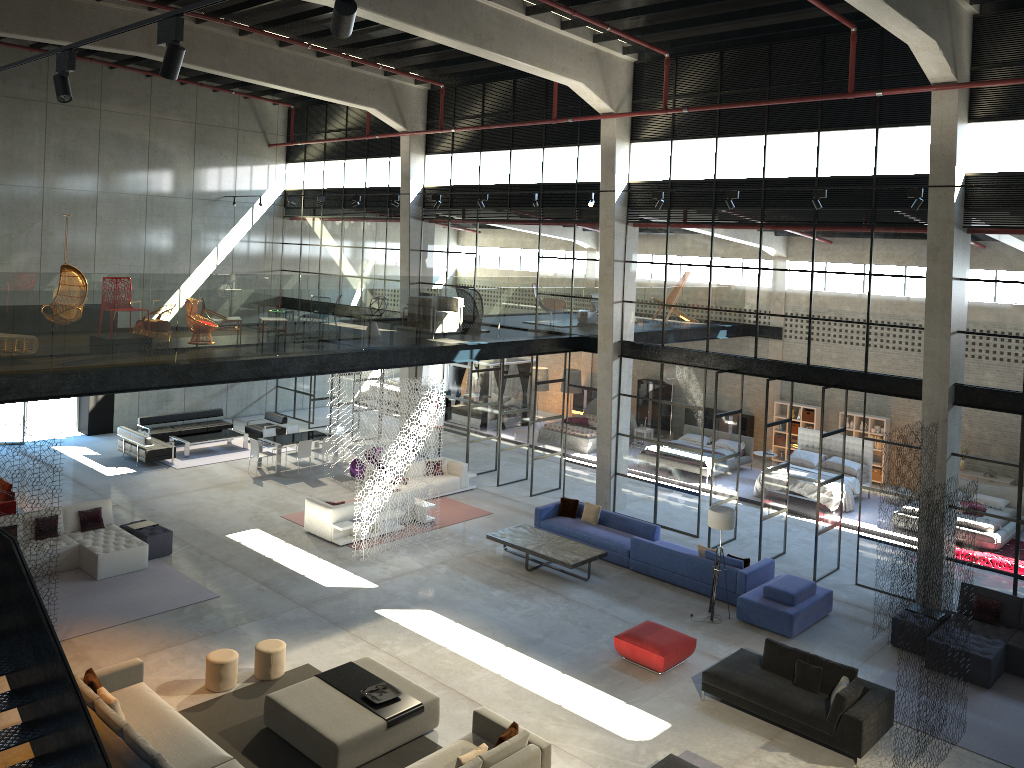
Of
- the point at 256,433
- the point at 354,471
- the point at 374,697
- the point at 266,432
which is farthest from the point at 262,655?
the point at 256,433

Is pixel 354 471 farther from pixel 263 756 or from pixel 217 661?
pixel 263 756

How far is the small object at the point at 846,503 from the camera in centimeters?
2049cm

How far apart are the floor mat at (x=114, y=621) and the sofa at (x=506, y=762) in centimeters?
625cm

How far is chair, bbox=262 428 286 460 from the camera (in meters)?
22.88

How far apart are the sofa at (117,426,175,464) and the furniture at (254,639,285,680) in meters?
11.4 m

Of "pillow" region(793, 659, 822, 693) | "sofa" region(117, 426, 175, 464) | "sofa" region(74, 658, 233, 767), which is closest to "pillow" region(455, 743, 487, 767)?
"sofa" region(74, 658, 233, 767)

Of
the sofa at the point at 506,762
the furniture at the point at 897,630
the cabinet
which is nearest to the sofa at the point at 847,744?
the furniture at the point at 897,630

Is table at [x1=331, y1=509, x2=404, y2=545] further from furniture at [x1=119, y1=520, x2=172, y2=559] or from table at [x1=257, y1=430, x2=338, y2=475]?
table at [x1=257, y1=430, x2=338, y2=475]

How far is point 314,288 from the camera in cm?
3153
